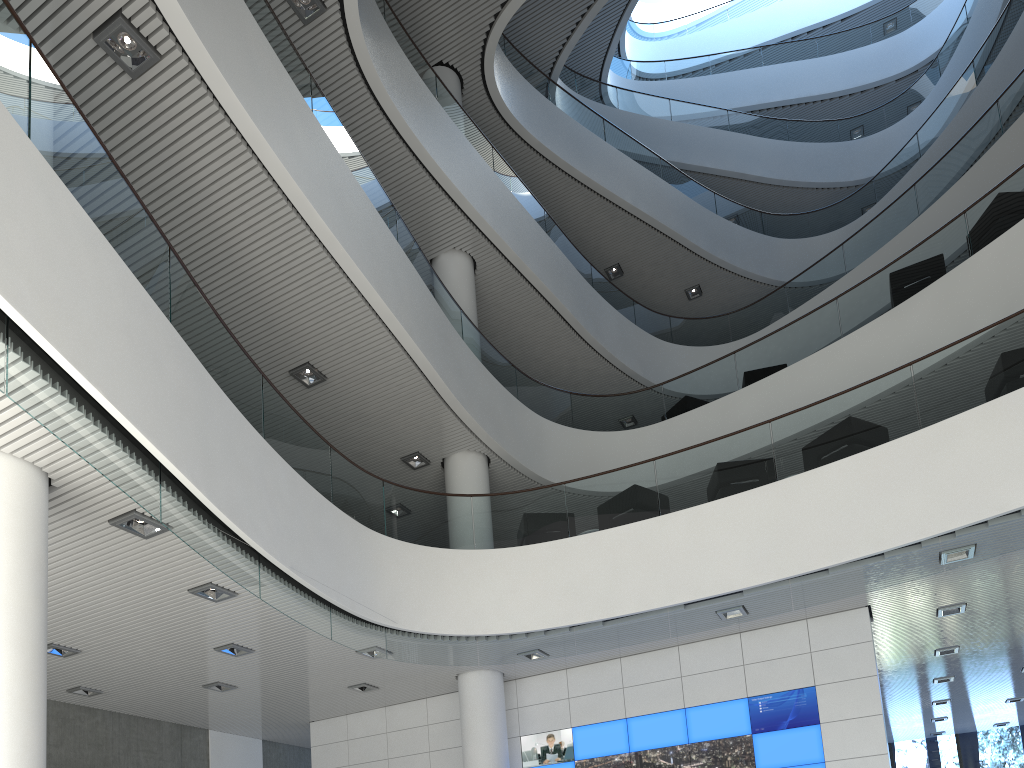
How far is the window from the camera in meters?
12.0 m

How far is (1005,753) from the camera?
12.0m

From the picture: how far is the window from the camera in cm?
1203
